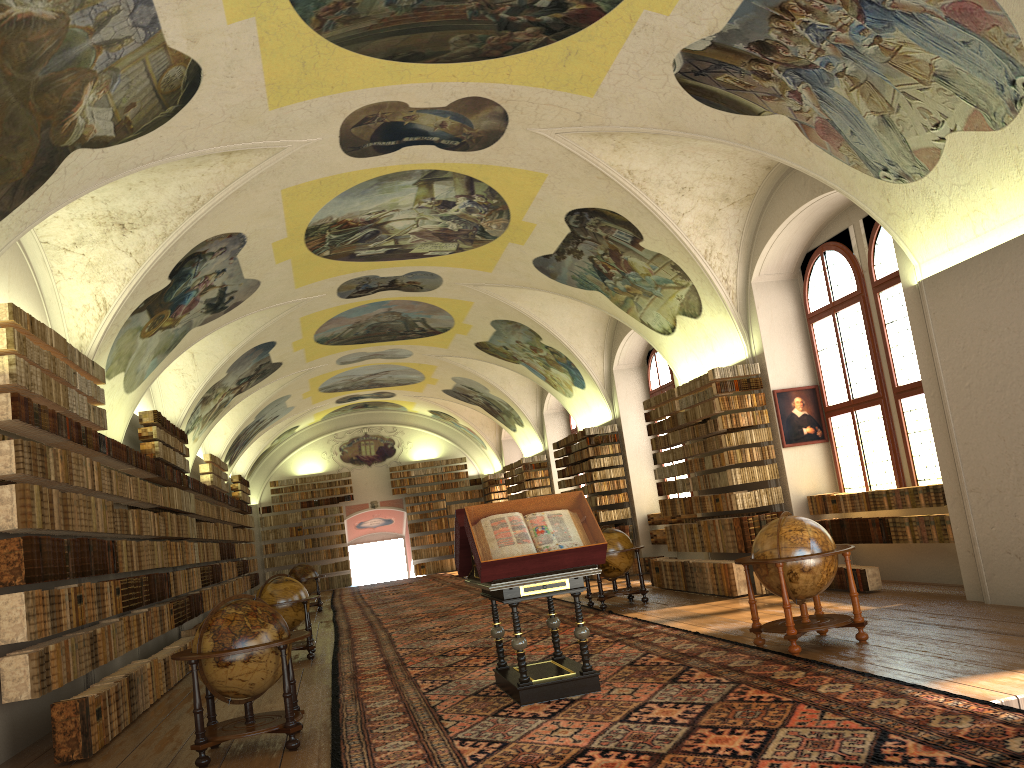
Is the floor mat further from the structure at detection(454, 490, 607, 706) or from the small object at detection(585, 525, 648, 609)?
the small object at detection(585, 525, 648, 609)

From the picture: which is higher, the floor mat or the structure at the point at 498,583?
the structure at the point at 498,583

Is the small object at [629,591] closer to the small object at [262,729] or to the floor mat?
the floor mat

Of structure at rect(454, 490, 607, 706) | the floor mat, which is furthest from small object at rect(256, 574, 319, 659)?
structure at rect(454, 490, 607, 706)

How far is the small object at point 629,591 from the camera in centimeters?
1566cm

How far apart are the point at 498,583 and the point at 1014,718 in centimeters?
430cm

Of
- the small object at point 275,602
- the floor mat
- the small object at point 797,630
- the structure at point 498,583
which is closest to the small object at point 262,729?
the floor mat

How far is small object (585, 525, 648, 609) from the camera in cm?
1566

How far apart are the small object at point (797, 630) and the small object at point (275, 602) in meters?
7.7 m

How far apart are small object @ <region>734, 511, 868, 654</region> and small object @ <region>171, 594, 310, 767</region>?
4.6m
